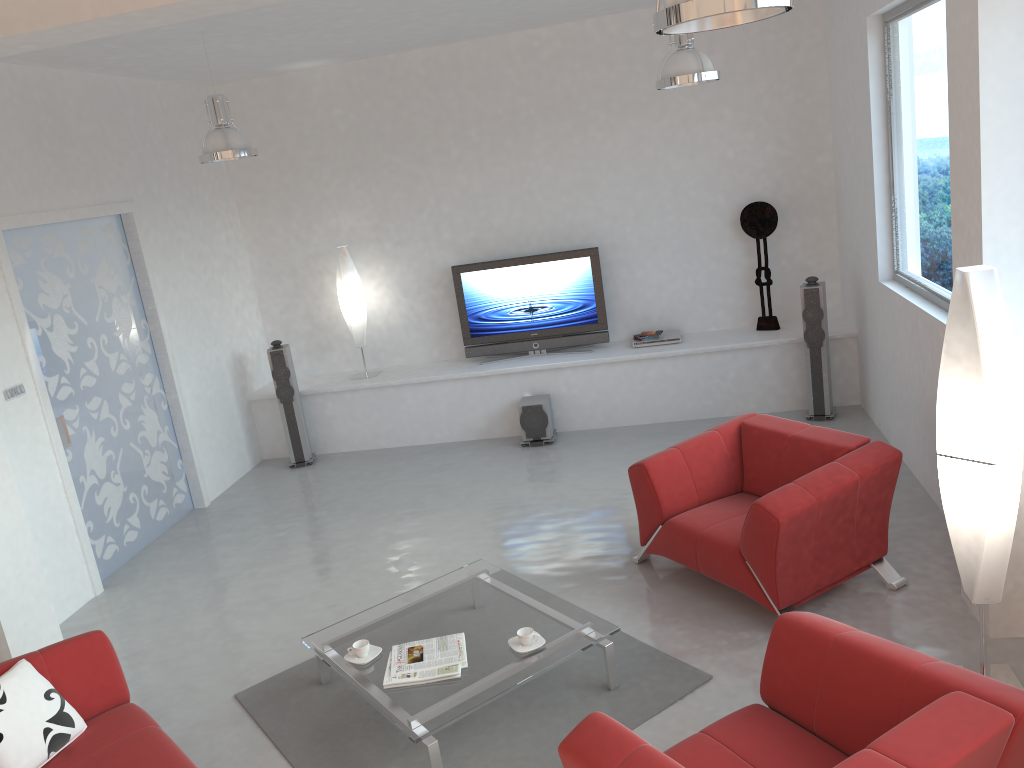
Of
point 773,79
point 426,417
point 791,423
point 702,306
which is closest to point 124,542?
point 426,417

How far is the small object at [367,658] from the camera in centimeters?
410cm

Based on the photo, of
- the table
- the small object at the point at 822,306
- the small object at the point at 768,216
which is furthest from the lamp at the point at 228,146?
the small object at the point at 822,306

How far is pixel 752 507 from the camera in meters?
4.3

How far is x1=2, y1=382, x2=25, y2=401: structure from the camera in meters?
5.4

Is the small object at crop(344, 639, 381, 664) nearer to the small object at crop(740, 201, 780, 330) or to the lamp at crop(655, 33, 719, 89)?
the lamp at crop(655, 33, 719, 89)

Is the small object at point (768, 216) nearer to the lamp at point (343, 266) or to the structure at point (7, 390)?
the lamp at point (343, 266)

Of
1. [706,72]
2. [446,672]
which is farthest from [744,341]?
[446,672]

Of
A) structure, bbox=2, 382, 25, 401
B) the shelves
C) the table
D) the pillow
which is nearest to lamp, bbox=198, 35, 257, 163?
structure, bbox=2, 382, 25, 401

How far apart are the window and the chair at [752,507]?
1.1 meters
